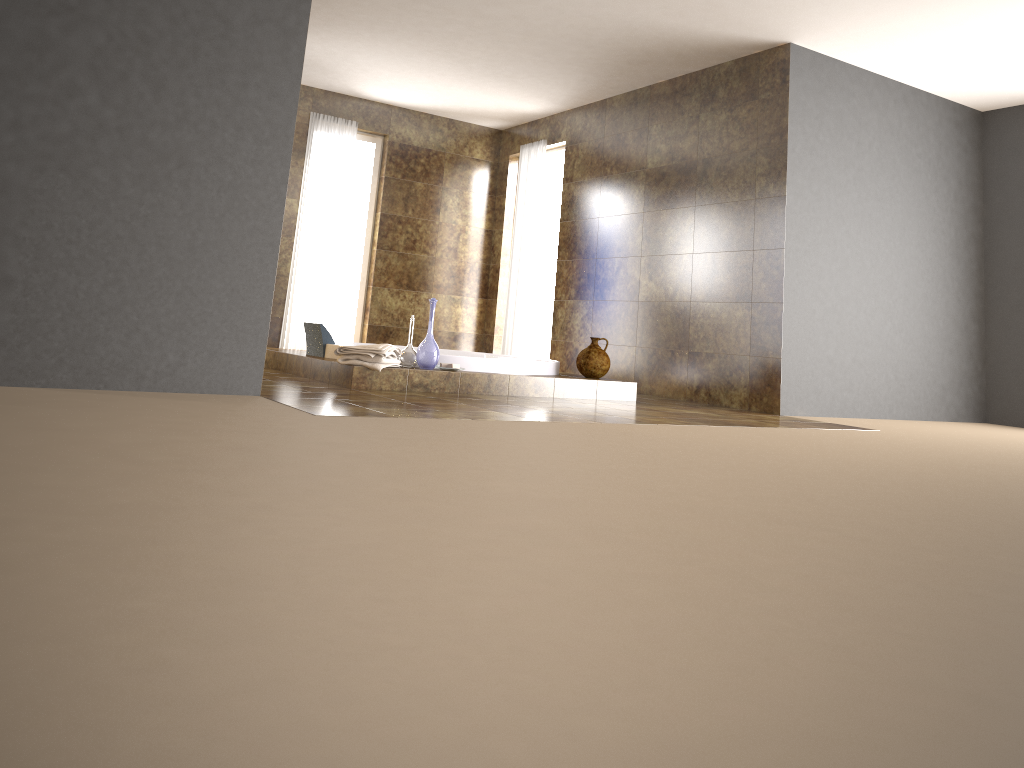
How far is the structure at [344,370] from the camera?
4.89m

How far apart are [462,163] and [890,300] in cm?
430

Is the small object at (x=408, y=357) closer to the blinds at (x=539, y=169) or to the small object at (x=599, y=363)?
the small object at (x=599, y=363)

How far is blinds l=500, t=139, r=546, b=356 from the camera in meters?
8.1 m

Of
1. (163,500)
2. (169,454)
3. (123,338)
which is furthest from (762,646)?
(123,338)

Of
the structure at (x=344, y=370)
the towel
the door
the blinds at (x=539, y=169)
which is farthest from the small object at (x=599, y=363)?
the door

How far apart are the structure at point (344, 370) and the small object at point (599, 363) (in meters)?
0.08

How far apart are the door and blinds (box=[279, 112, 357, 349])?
2.0m

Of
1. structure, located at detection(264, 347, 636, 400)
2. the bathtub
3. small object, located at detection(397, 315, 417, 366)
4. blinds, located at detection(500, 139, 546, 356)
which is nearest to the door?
blinds, located at detection(500, 139, 546, 356)

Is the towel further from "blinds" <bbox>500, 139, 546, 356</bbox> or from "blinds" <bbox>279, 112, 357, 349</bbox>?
"blinds" <bbox>500, 139, 546, 356</bbox>
